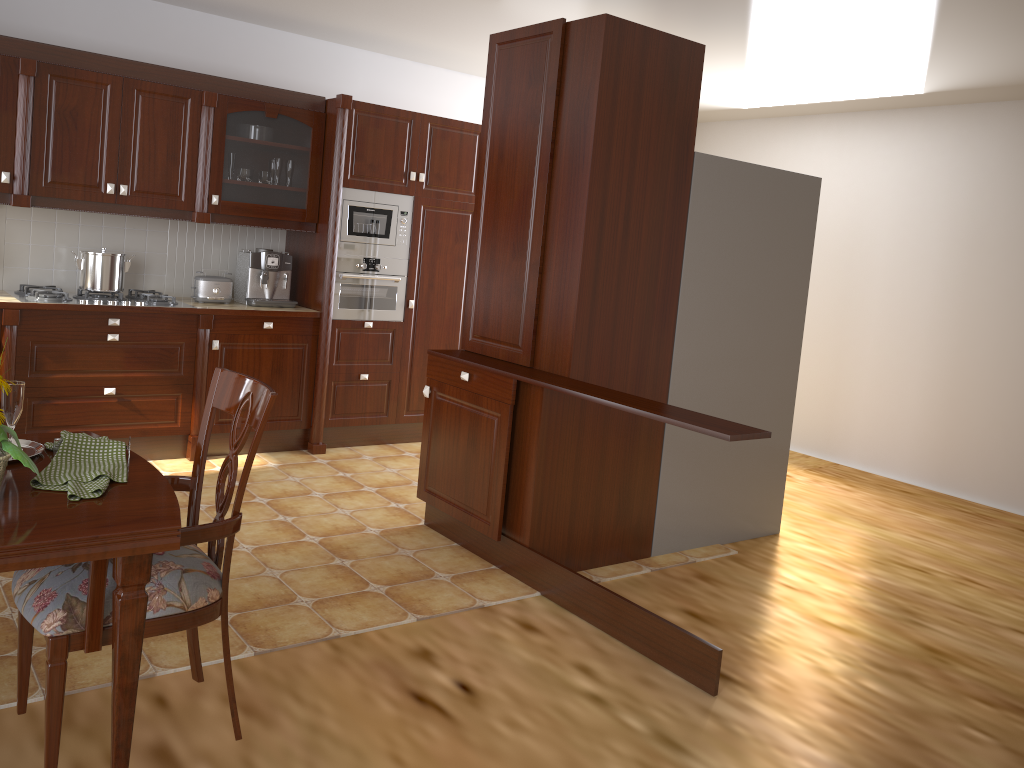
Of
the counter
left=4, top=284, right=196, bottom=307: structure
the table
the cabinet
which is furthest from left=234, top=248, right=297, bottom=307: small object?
the table

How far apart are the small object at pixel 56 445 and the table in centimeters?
4cm

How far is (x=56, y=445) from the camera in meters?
1.8

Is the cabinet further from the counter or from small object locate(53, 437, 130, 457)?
small object locate(53, 437, 130, 457)

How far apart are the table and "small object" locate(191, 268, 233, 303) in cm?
296

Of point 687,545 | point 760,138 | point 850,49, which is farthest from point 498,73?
point 760,138

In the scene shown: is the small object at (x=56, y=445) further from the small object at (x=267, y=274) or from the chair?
the small object at (x=267, y=274)

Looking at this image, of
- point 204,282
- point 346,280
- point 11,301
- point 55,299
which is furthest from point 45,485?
point 346,280

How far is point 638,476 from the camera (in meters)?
3.77

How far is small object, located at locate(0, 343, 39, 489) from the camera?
1.6 meters
